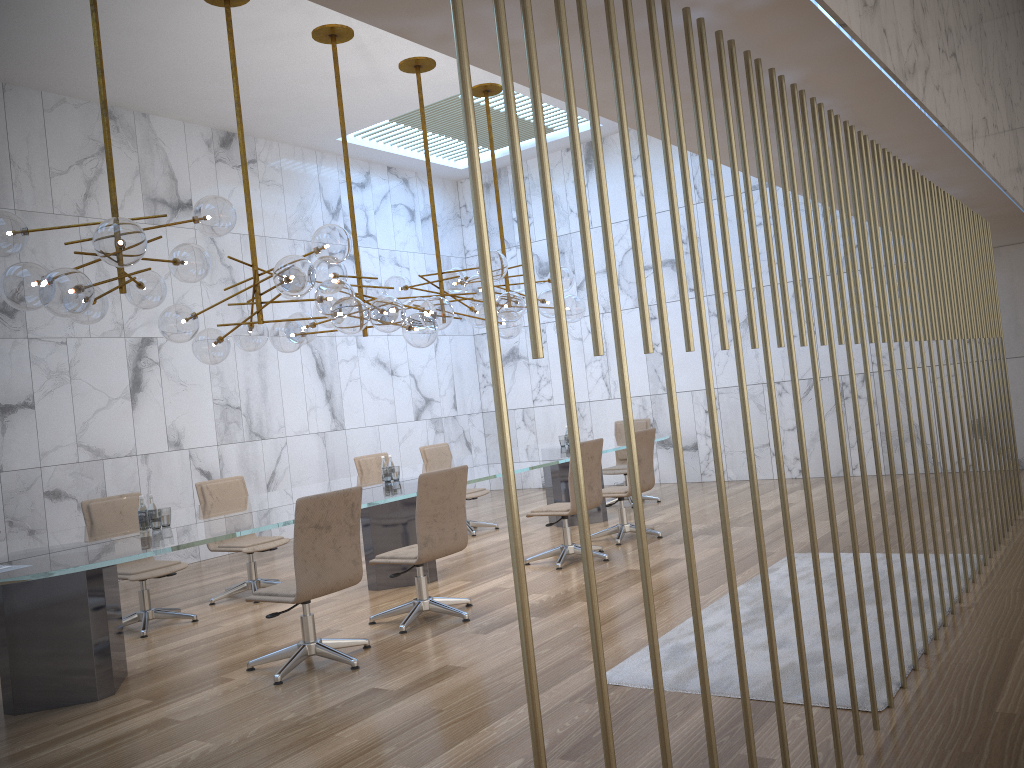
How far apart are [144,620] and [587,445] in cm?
361

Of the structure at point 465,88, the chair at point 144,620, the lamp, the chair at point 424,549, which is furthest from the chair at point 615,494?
the chair at point 144,620

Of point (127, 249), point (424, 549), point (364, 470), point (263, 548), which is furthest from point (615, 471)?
A: point (127, 249)

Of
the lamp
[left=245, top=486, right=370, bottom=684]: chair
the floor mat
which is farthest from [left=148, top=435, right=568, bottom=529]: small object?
the floor mat

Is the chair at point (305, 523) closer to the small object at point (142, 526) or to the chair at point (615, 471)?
the small object at point (142, 526)

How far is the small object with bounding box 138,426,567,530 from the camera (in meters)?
5.53

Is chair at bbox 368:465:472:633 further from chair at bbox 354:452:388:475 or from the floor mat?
chair at bbox 354:452:388:475

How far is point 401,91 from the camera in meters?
10.0

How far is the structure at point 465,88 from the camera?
1.6 meters

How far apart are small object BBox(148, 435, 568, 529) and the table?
0.1m
